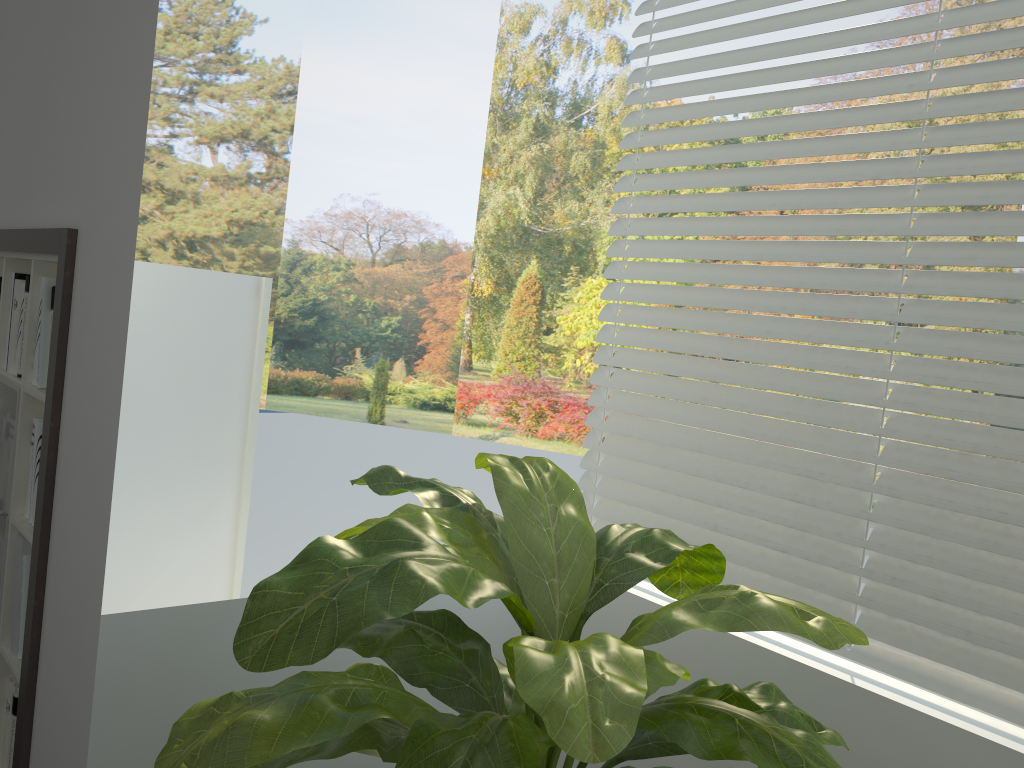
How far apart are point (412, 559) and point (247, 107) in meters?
13.1 m

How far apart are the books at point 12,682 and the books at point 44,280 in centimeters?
105cm

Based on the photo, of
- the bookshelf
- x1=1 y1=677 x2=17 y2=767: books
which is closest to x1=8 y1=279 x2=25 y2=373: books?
the bookshelf

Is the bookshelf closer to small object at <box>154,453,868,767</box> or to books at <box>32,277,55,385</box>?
books at <box>32,277,55,385</box>

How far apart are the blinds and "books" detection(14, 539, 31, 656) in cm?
146

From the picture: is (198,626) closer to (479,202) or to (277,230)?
(479,202)

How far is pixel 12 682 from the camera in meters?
2.3 m

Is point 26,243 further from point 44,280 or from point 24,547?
point 24,547

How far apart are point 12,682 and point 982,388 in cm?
241

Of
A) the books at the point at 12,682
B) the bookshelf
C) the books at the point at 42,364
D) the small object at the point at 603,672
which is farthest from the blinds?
the books at the point at 12,682
